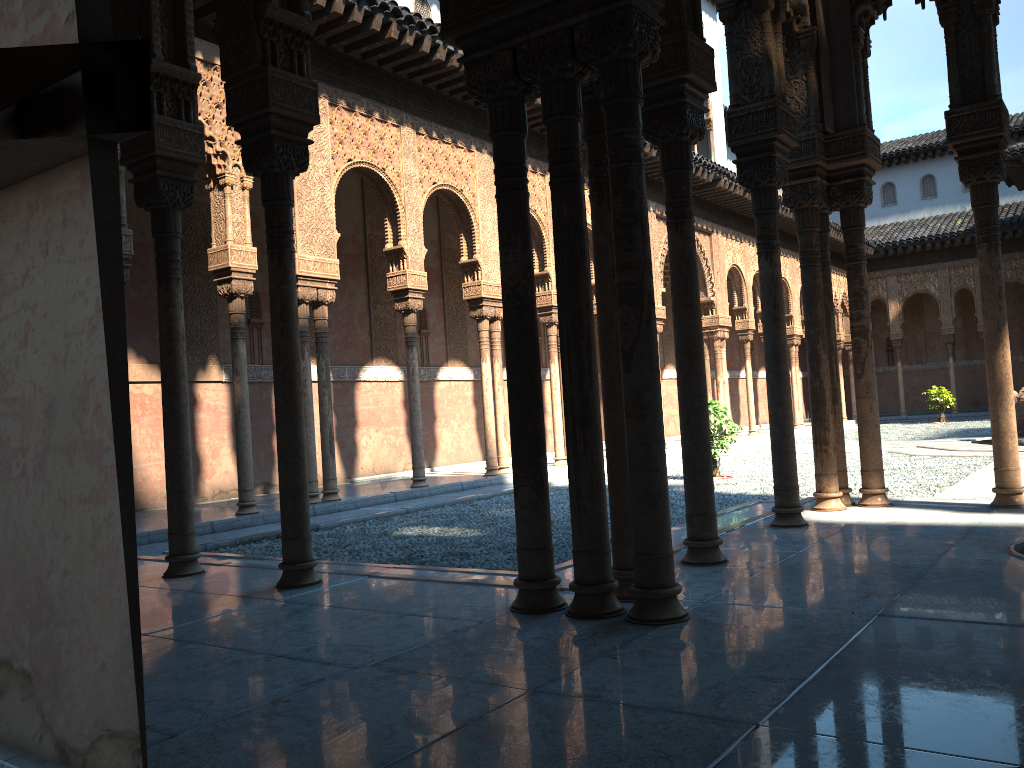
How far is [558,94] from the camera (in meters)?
4.35

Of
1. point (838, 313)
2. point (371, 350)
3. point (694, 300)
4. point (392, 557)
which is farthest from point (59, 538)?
point (838, 313)

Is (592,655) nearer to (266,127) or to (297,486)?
(297,486)

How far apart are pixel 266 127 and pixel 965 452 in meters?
13.9 m
